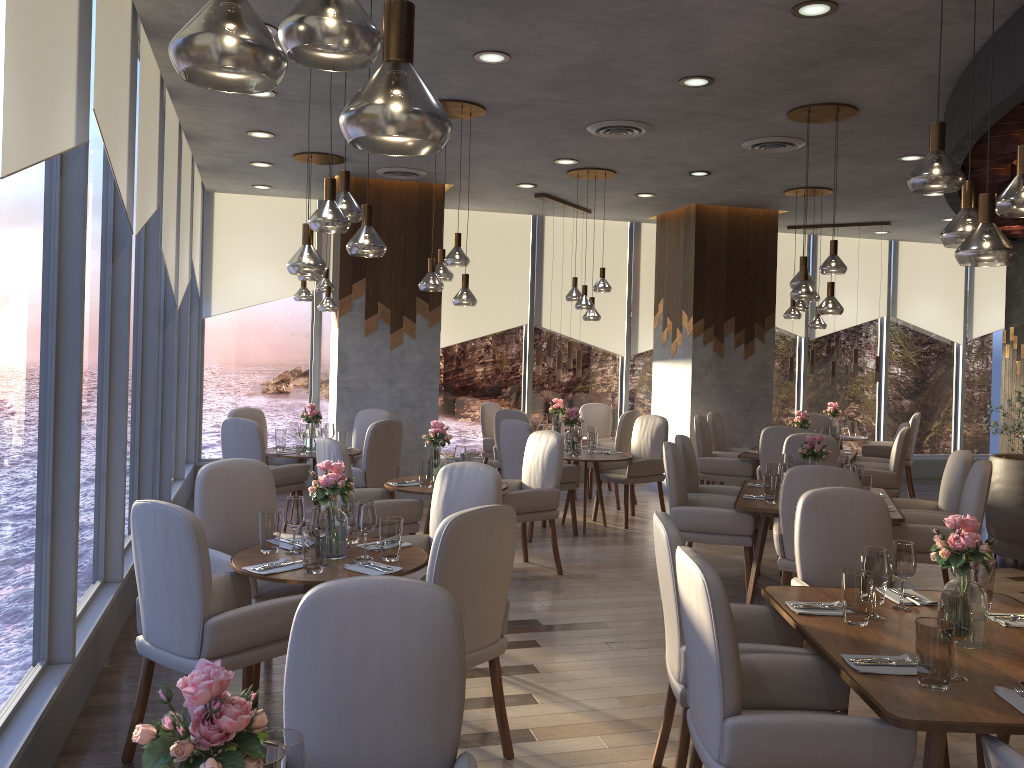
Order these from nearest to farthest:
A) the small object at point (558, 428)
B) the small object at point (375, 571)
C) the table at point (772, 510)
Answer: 1. the small object at point (375, 571)
2. the table at point (772, 510)
3. the small object at point (558, 428)

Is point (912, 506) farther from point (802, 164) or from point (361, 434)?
point (361, 434)

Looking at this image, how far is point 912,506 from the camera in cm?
609

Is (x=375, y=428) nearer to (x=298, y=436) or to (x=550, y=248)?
(x=298, y=436)

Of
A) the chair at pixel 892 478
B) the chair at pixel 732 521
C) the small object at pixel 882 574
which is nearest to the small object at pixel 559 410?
the chair at pixel 892 478

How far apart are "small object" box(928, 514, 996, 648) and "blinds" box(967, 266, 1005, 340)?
10.6m

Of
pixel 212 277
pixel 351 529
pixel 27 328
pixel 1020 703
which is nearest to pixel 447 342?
pixel 212 277

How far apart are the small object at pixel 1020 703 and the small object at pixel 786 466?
3.1m

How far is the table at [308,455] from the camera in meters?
7.4

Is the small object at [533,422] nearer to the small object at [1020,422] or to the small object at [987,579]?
the small object at [1020,422]
